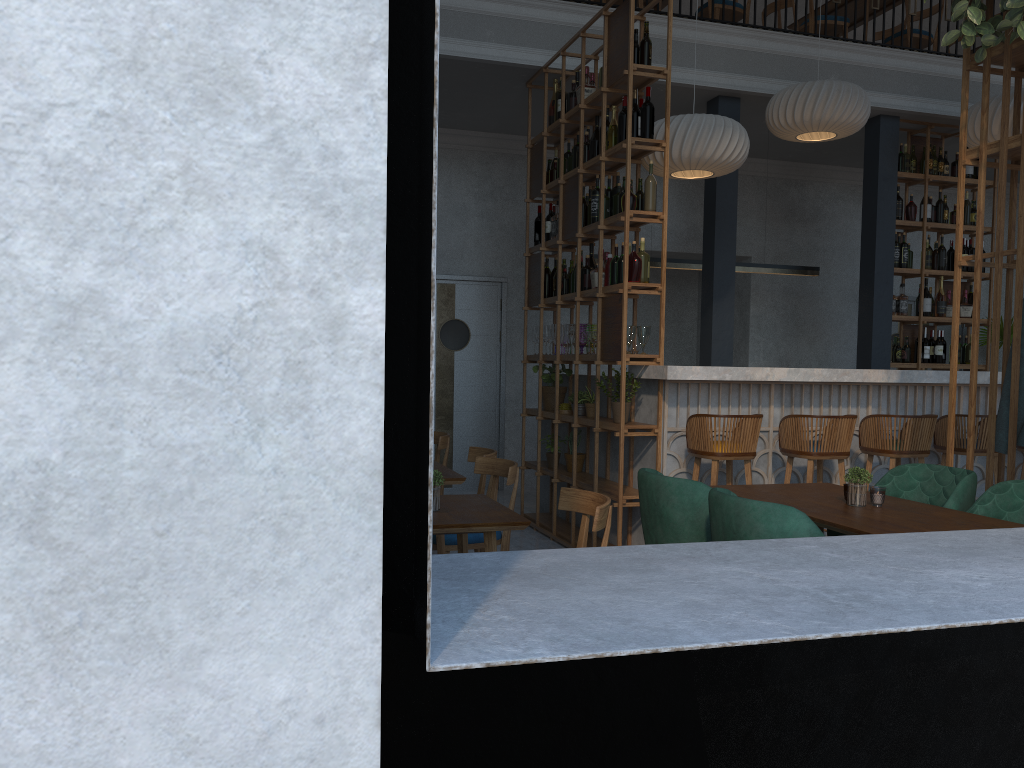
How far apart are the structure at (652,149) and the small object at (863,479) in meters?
2.0 m

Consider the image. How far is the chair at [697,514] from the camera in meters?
3.3

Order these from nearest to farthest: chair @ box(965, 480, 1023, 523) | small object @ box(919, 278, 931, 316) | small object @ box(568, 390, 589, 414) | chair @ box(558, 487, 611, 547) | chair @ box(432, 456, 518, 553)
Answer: chair @ box(558, 487, 611, 547)
chair @ box(965, 480, 1023, 523)
chair @ box(432, 456, 518, 553)
small object @ box(568, 390, 589, 414)
small object @ box(919, 278, 931, 316)

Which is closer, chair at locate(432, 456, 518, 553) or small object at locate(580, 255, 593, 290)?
chair at locate(432, 456, 518, 553)

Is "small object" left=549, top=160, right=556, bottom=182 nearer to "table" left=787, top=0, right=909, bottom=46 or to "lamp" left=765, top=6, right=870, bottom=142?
"lamp" left=765, top=6, right=870, bottom=142

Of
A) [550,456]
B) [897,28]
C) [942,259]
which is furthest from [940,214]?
[550,456]

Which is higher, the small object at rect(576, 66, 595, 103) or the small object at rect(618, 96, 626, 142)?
the small object at rect(576, 66, 595, 103)

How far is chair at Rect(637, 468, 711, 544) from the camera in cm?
329

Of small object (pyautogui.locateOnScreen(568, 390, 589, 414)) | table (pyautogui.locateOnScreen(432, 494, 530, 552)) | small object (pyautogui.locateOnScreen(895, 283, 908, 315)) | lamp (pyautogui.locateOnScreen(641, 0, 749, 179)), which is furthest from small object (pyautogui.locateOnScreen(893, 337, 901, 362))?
table (pyautogui.locateOnScreen(432, 494, 530, 552))

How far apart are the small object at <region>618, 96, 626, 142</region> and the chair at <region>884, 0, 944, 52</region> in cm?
448
